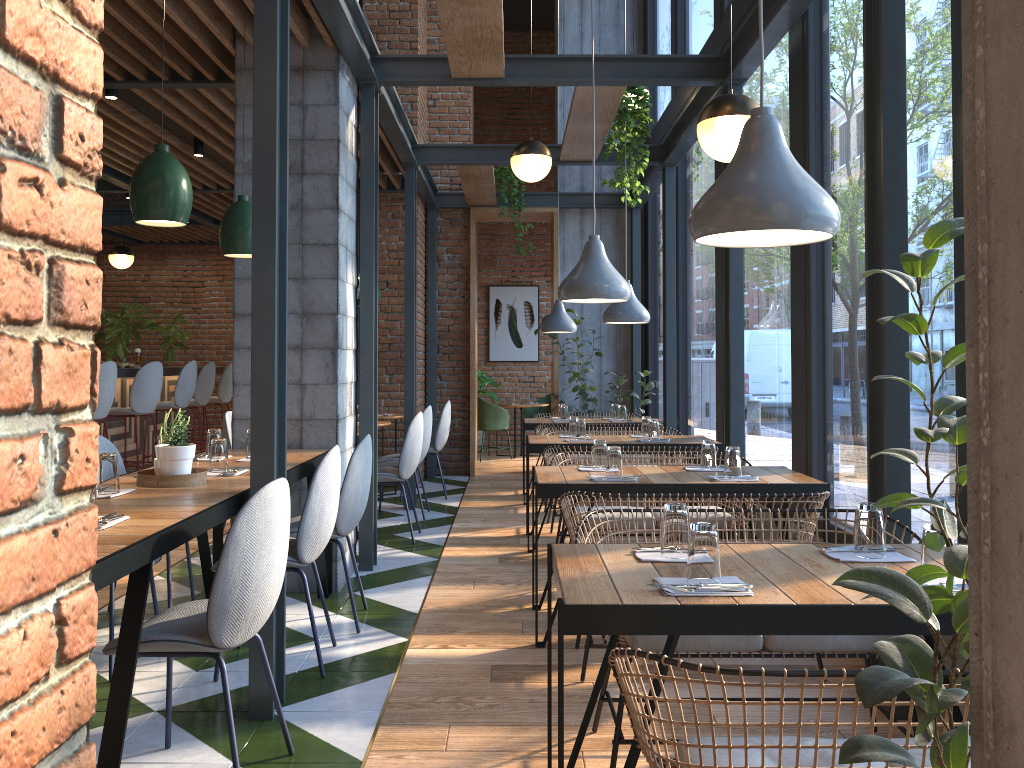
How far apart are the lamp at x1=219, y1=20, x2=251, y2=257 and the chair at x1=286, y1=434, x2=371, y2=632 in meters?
1.1 m

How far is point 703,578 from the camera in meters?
2.1 m

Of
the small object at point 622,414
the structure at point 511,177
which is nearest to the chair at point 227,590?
the small object at point 622,414

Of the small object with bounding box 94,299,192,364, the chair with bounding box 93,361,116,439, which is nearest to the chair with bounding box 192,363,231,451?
the small object with bounding box 94,299,192,364

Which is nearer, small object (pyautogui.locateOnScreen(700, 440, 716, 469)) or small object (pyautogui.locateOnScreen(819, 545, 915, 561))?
small object (pyautogui.locateOnScreen(819, 545, 915, 561))

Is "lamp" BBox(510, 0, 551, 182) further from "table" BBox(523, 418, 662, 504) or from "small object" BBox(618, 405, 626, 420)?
"small object" BBox(618, 405, 626, 420)

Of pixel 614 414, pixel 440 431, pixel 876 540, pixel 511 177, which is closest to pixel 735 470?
pixel 876 540

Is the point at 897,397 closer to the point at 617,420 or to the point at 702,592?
the point at 702,592

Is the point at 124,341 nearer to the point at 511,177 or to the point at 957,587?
the point at 511,177

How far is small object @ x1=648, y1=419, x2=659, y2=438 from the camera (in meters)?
5.91
